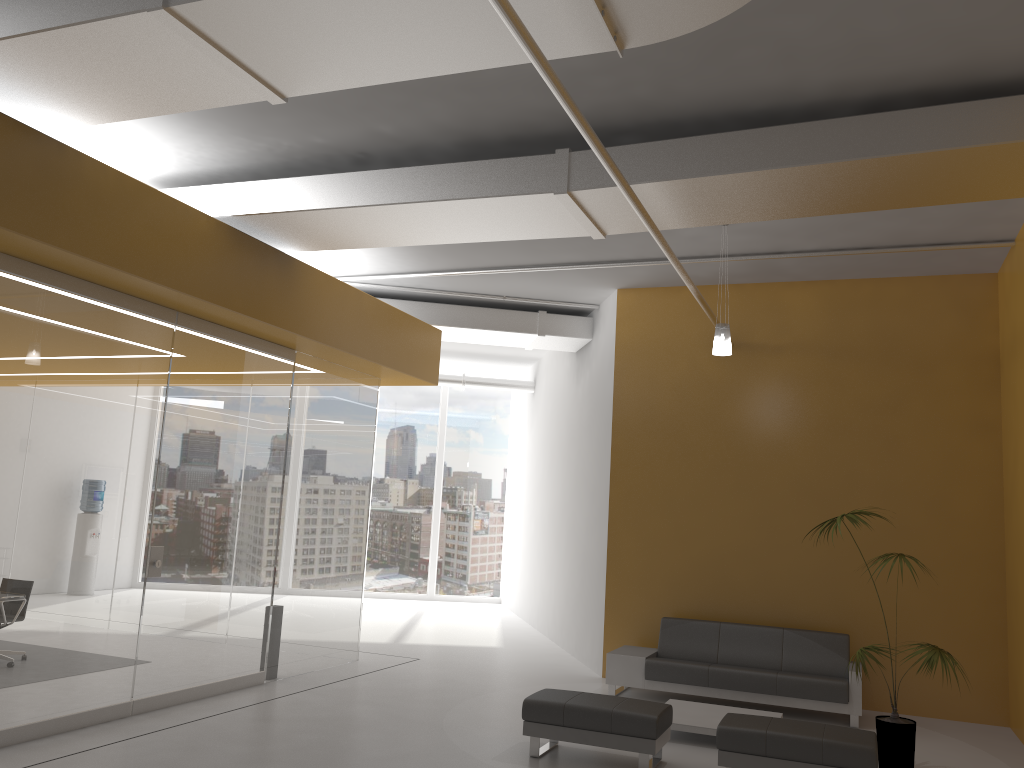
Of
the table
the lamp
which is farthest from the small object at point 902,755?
the lamp

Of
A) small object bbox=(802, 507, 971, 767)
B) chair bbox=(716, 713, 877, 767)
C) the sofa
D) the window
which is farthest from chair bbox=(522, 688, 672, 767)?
the window

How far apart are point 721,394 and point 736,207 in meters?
3.9 m

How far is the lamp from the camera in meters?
7.9 m

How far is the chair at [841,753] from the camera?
5.67m

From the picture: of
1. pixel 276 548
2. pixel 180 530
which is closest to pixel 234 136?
pixel 180 530

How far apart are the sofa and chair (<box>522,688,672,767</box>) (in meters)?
2.09

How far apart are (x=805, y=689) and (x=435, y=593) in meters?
10.5 m

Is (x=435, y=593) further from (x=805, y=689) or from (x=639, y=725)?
(x=639, y=725)

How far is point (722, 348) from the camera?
7.9 meters
